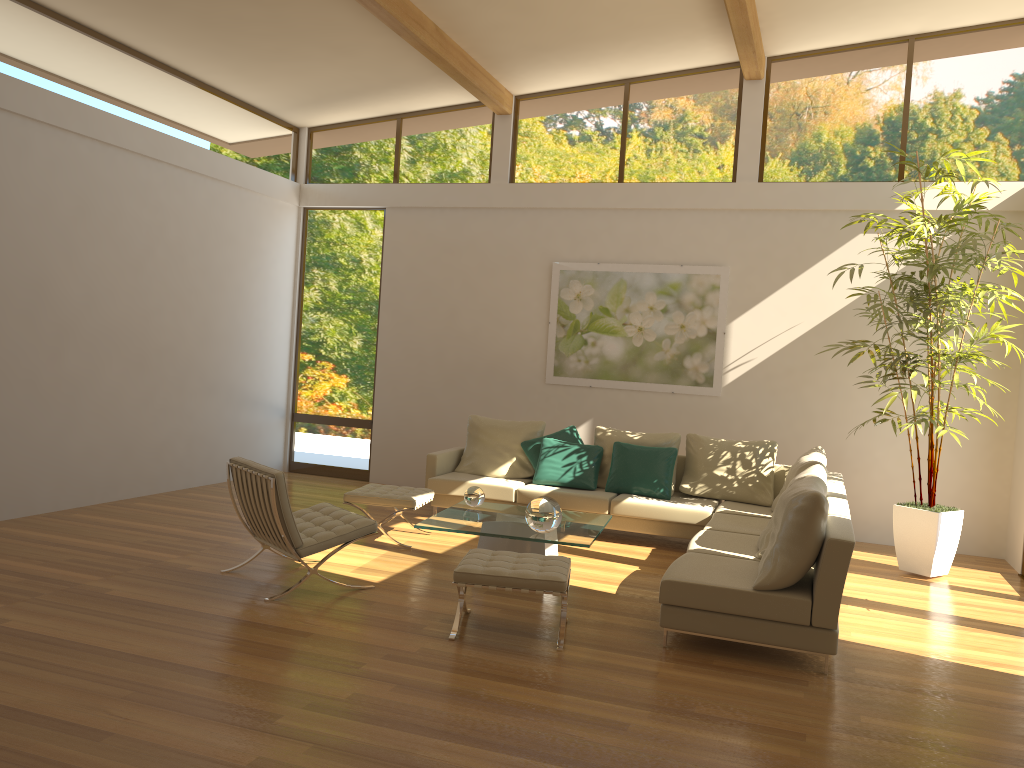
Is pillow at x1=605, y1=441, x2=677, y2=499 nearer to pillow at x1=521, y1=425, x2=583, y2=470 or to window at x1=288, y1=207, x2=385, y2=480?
pillow at x1=521, y1=425, x2=583, y2=470

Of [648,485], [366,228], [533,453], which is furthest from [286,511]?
[366,228]

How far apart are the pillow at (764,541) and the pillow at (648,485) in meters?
1.9

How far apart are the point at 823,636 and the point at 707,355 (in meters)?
4.56

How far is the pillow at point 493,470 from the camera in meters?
8.4 m

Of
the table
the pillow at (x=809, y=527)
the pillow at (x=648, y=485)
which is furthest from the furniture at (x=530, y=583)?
the pillow at (x=648, y=485)

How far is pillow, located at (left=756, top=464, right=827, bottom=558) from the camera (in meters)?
5.66

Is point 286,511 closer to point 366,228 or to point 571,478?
point 571,478

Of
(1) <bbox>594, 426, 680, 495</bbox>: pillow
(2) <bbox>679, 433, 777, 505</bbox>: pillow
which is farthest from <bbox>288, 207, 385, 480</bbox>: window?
(2) <bbox>679, 433, 777, 505</bbox>: pillow

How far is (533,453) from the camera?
8.34m
